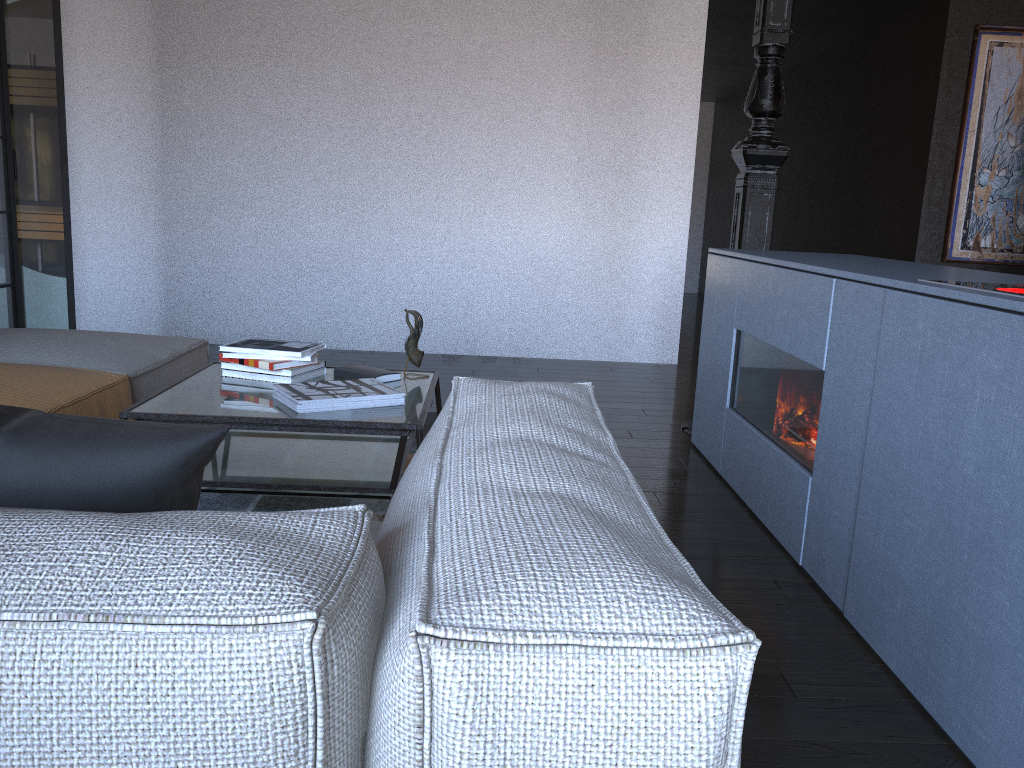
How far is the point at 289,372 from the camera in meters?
2.7

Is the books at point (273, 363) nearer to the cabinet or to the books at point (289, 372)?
the books at point (289, 372)

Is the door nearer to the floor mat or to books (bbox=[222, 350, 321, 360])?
the floor mat

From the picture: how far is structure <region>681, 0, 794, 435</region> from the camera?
3.7 meters

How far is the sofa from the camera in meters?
0.7 m

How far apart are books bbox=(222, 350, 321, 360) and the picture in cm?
466

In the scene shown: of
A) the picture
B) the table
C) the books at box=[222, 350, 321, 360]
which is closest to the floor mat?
the table

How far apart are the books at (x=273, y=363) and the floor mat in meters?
0.5 m

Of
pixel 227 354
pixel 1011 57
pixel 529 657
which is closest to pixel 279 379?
pixel 227 354

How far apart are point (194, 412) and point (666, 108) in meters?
4.2
